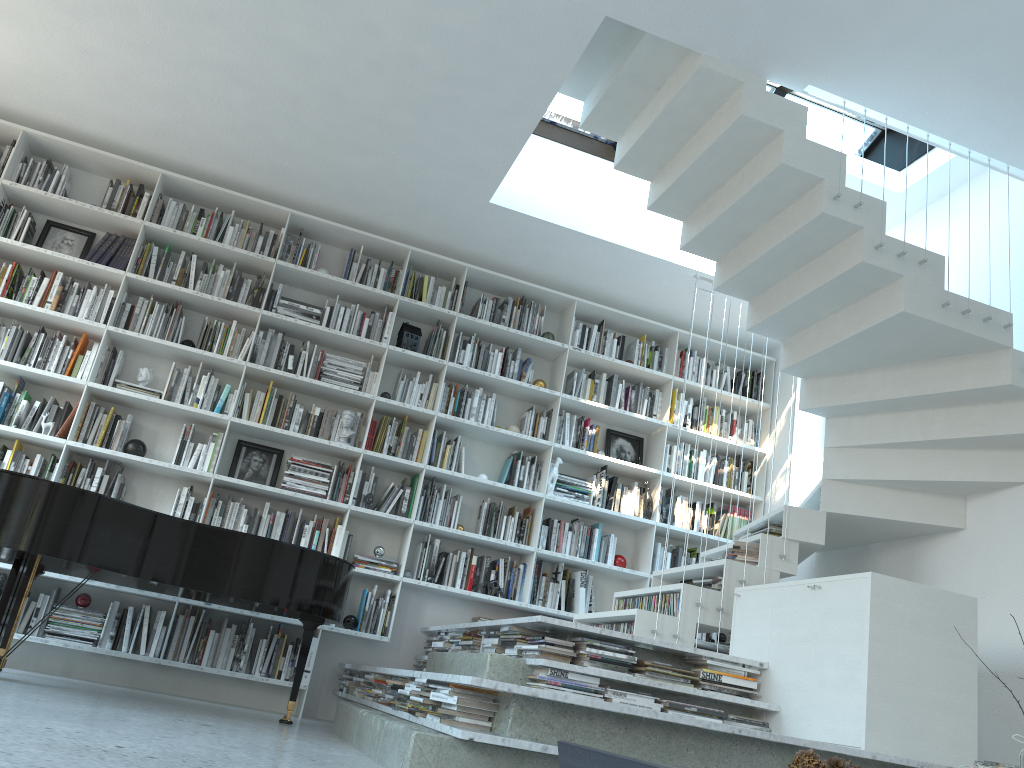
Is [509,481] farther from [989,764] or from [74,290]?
[989,764]

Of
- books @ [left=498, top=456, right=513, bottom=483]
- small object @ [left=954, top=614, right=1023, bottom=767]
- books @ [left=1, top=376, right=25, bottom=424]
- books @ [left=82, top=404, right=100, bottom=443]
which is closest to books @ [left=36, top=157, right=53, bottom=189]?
books @ [left=1, top=376, right=25, bottom=424]

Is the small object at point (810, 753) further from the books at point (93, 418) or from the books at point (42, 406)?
the books at point (42, 406)

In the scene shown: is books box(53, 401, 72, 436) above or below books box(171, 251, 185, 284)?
below

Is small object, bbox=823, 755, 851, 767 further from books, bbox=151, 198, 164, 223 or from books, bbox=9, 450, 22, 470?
books, bbox=151, 198, 164, 223

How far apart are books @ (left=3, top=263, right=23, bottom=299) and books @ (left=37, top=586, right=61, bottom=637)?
1.81m

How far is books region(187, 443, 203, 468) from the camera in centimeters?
545cm

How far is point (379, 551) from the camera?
5.6m

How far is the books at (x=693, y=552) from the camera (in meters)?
6.38

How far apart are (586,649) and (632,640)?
0.21m
